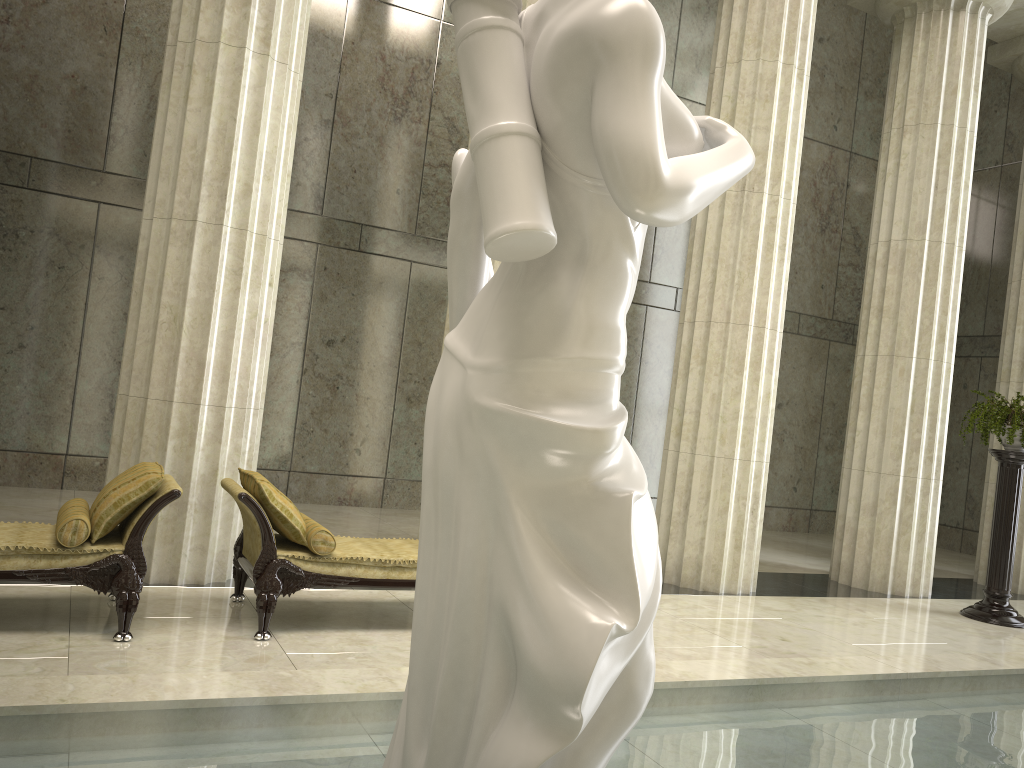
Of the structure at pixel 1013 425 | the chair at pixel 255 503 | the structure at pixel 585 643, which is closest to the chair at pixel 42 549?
the chair at pixel 255 503

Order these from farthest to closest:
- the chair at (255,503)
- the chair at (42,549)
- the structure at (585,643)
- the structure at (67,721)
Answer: the chair at (255,503) → the chair at (42,549) → the structure at (67,721) → the structure at (585,643)

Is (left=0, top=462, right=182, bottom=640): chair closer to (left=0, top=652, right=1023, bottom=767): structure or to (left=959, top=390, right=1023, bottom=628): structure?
(left=0, top=652, right=1023, bottom=767): structure

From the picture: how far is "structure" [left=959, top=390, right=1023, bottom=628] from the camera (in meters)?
8.82

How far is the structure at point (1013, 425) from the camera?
8.8 meters

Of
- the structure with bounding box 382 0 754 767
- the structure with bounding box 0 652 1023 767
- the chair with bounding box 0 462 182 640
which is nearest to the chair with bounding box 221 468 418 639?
the chair with bounding box 0 462 182 640

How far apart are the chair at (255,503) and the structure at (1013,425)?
6.0m

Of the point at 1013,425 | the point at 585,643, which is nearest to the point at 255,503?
the point at 585,643

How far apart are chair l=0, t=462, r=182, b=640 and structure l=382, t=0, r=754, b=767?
3.3 meters

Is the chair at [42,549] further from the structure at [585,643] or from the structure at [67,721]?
the structure at [585,643]
